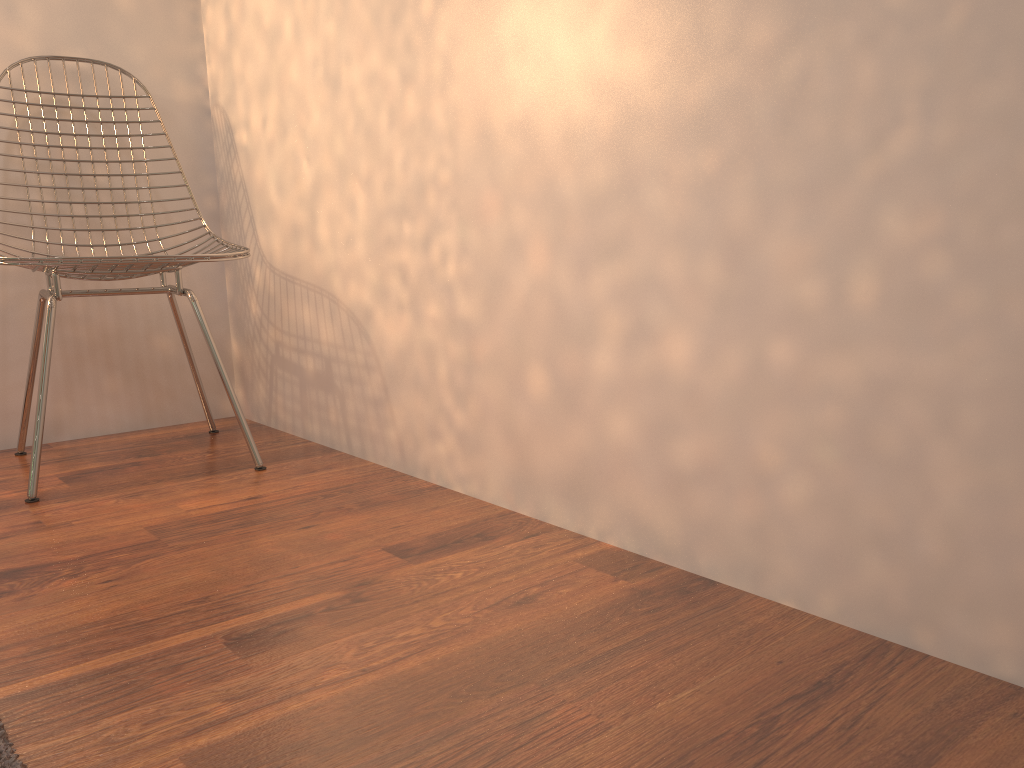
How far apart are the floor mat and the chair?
0.94m

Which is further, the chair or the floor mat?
the chair

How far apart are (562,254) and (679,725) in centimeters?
79cm

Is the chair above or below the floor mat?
above

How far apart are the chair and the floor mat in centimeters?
94cm

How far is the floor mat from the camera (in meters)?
0.82
